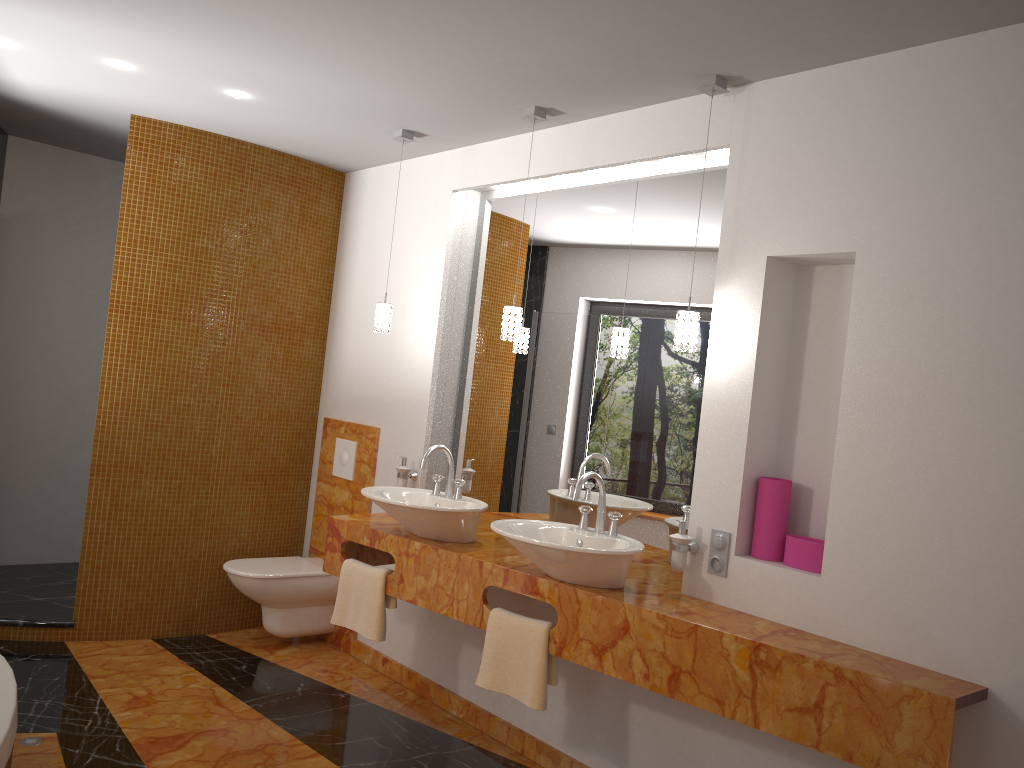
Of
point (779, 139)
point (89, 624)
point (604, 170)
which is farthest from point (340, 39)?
point (89, 624)

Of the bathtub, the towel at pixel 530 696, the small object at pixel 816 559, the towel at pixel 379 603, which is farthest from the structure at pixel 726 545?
the bathtub

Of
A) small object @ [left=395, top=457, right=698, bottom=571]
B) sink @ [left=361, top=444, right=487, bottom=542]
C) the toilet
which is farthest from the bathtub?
small object @ [left=395, top=457, right=698, bottom=571]

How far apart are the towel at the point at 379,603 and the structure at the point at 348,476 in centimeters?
99cm

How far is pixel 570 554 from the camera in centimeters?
272cm

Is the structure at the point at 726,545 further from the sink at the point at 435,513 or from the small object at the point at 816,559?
the sink at the point at 435,513

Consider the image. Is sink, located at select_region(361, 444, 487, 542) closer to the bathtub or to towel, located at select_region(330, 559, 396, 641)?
towel, located at select_region(330, 559, 396, 641)

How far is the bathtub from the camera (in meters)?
2.05

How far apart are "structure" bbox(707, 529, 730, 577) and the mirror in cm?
26

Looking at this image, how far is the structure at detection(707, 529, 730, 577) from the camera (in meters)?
2.84
